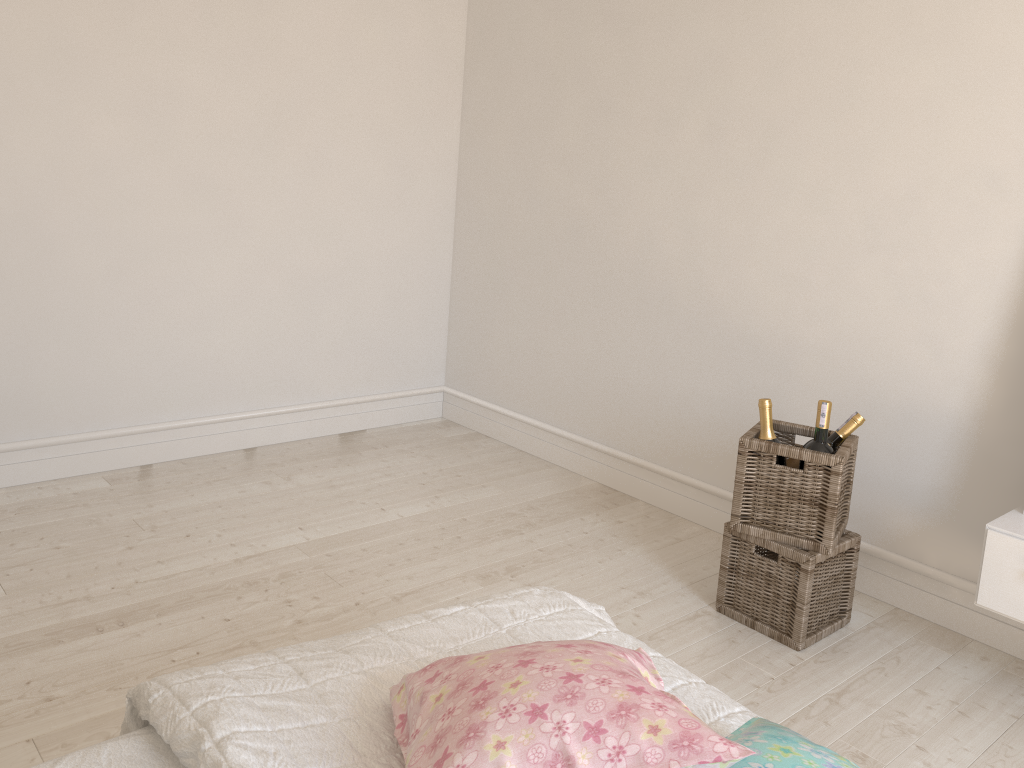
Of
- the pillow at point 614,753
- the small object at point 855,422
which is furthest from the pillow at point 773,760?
the small object at point 855,422

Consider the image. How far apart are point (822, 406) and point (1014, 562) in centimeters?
59cm

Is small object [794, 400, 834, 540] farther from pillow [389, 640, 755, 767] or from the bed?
pillow [389, 640, 755, 767]

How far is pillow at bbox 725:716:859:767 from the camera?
0.94m

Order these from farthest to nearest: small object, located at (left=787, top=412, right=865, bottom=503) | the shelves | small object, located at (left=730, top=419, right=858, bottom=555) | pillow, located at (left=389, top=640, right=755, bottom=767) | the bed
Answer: small object, located at (left=787, top=412, right=865, bottom=503)
small object, located at (left=730, top=419, right=858, bottom=555)
the shelves
the bed
pillow, located at (left=389, top=640, right=755, bottom=767)

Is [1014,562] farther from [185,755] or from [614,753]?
[185,755]

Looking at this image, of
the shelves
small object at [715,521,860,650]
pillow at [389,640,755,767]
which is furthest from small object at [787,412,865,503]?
pillow at [389,640,755,767]

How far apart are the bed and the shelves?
1.10m

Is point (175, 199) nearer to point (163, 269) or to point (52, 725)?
point (163, 269)

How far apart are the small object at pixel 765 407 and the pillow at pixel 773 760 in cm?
137
